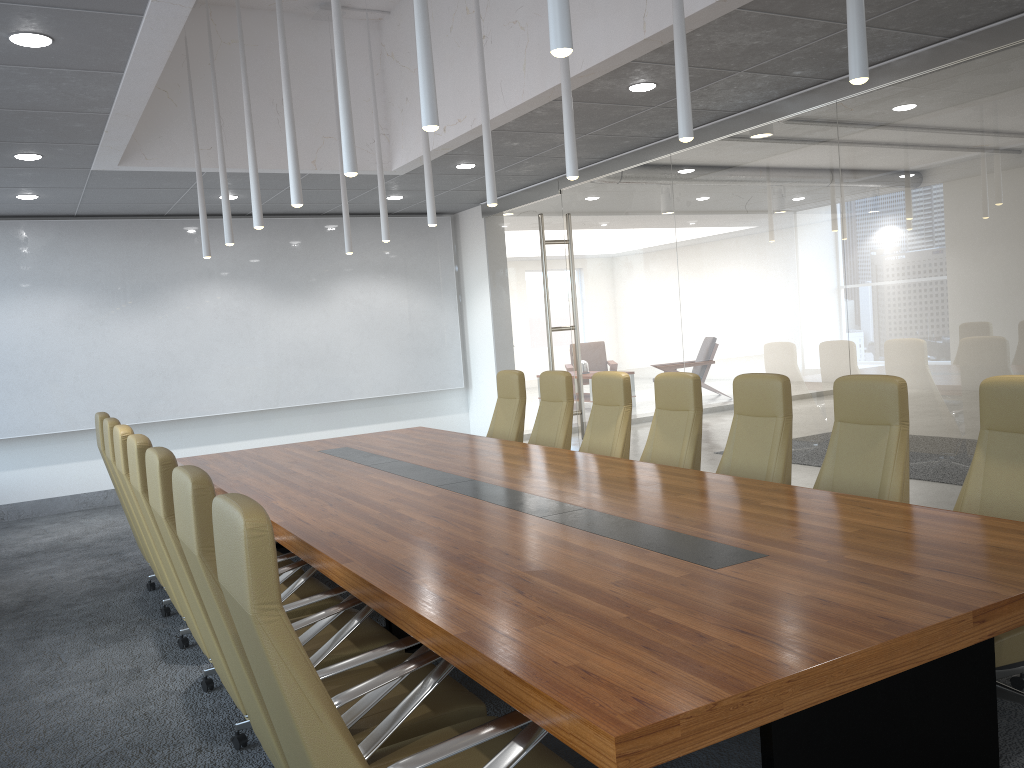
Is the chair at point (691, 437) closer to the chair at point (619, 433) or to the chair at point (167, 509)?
the chair at point (619, 433)

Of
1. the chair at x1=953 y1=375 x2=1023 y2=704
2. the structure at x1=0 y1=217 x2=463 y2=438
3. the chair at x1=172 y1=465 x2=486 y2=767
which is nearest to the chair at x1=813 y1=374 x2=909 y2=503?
the chair at x1=953 y1=375 x2=1023 y2=704

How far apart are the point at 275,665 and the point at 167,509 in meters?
1.6

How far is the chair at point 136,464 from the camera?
4.3m

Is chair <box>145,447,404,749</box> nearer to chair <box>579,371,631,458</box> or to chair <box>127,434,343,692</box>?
chair <box>127,434,343,692</box>

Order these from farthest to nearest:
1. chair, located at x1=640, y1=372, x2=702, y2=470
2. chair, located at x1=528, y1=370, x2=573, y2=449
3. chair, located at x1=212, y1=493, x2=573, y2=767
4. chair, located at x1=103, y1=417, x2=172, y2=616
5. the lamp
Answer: chair, located at x1=528, y1=370, x2=573, y2=449
chair, located at x1=640, y1=372, x2=702, y2=470
chair, located at x1=103, y1=417, x2=172, y2=616
the lamp
chair, located at x1=212, y1=493, x2=573, y2=767

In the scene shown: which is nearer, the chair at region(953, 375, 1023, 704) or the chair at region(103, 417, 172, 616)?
the chair at region(953, 375, 1023, 704)

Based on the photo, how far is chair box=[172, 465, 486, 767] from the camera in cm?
289

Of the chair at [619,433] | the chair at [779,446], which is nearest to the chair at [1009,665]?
the chair at [779,446]

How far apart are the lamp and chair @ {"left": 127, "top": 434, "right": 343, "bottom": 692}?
1.6m
